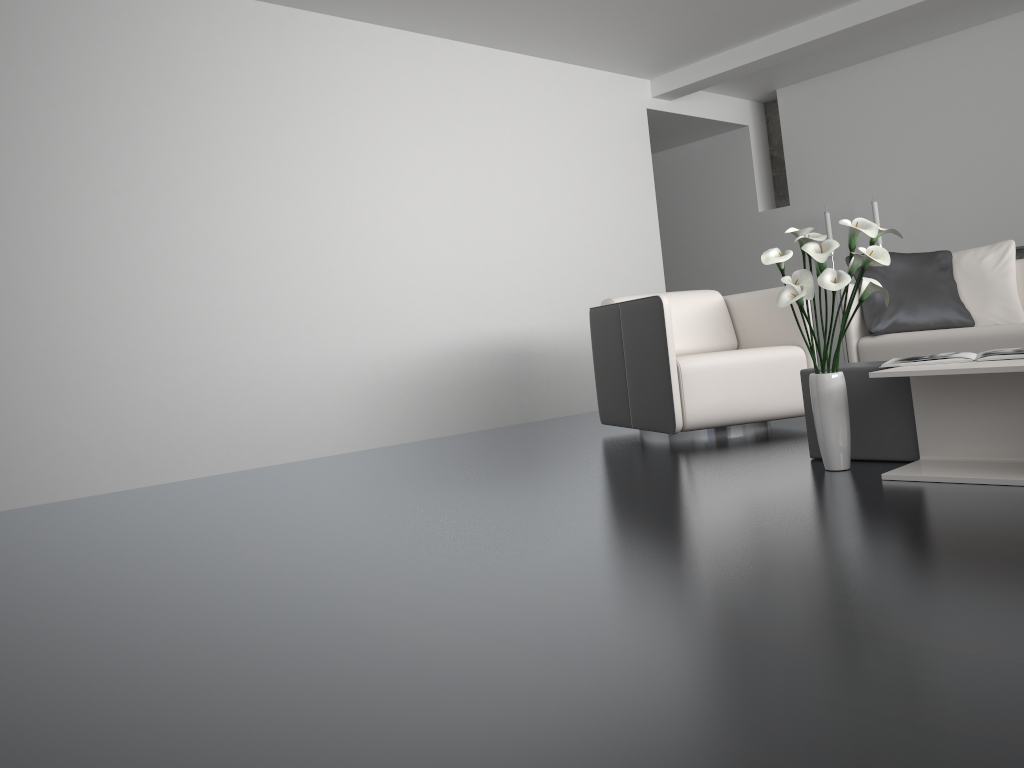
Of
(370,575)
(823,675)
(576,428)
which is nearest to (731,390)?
(576,428)

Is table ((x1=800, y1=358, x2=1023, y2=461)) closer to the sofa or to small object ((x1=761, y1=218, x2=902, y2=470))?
small object ((x1=761, y1=218, x2=902, y2=470))

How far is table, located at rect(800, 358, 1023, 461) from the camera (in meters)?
2.88

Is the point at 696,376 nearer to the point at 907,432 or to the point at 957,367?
the point at 907,432

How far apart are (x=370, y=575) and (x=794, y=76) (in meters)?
6.33

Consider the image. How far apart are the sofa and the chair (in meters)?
0.53

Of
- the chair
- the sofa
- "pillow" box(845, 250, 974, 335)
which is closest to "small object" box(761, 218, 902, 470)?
the chair

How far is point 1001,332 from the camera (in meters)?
4.03

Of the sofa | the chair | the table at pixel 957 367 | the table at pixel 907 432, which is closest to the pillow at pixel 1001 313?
the sofa

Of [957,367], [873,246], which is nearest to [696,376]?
[873,246]
